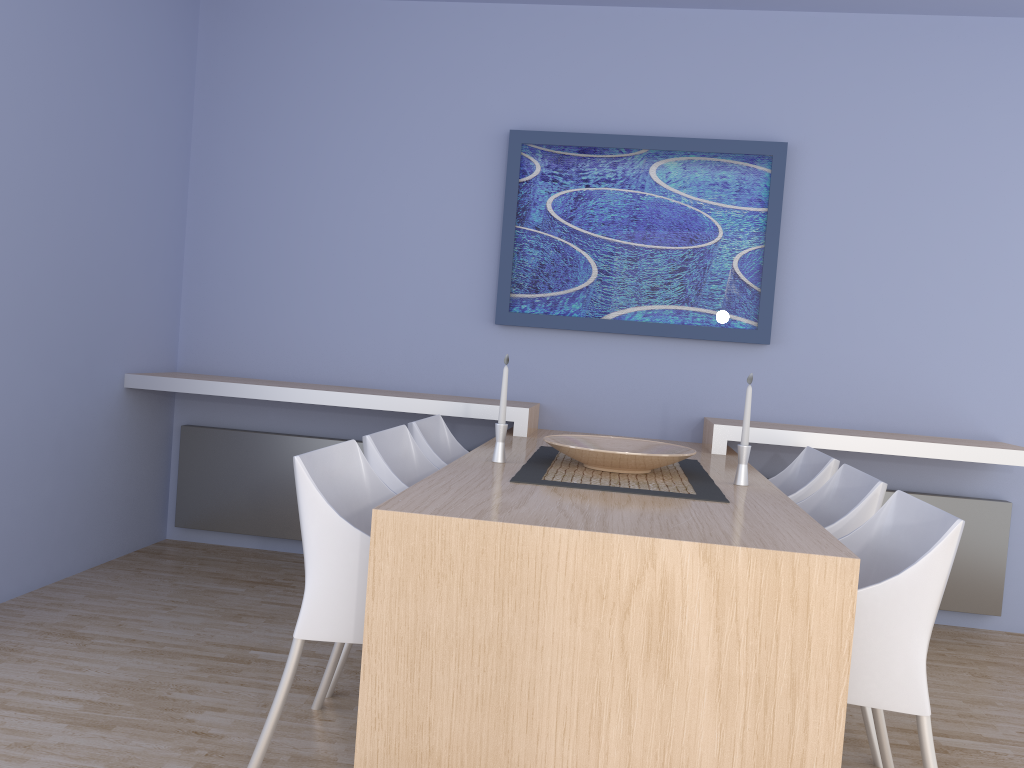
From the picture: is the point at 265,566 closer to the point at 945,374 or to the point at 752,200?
the point at 752,200

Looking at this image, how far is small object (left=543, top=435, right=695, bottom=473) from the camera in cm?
265

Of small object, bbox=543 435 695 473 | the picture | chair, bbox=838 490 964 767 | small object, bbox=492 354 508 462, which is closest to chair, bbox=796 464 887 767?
chair, bbox=838 490 964 767

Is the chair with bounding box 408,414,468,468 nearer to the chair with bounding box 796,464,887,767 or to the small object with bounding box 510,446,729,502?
the small object with bounding box 510,446,729,502

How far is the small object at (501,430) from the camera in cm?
282

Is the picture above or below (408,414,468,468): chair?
above

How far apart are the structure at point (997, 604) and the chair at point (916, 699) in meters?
1.7

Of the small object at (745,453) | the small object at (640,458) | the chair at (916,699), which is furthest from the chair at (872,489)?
the small object at (640,458)

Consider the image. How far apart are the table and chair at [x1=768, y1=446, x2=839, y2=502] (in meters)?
0.15

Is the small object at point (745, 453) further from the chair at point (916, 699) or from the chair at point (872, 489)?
the chair at point (916, 699)
